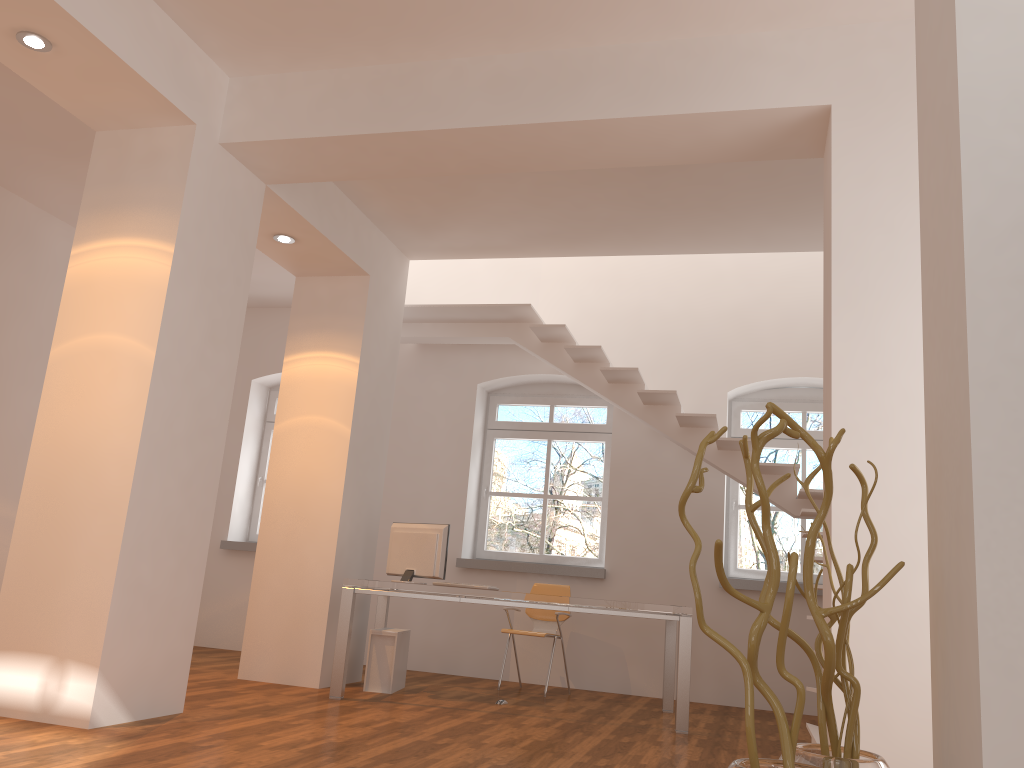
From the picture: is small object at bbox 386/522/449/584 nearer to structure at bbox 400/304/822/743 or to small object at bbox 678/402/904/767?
structure at bbox 400/304/822/743

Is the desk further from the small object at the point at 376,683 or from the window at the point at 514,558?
the window at the point at 514,558

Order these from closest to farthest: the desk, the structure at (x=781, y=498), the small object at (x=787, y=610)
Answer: the small object at (x=787, y=610) → the desk → the structure at (x=781, y=498)

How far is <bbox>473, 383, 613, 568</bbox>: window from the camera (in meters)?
8.20

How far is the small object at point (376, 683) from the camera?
6.1m

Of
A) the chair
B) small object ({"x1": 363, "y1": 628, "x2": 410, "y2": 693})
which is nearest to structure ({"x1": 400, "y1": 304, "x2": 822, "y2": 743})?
the chair

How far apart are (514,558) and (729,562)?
1.9 meters

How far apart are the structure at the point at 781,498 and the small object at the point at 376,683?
2.45m

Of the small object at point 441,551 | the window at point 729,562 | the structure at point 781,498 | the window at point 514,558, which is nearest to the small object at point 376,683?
the small object at point 441,551

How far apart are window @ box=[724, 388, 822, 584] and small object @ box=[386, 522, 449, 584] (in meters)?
2.88
